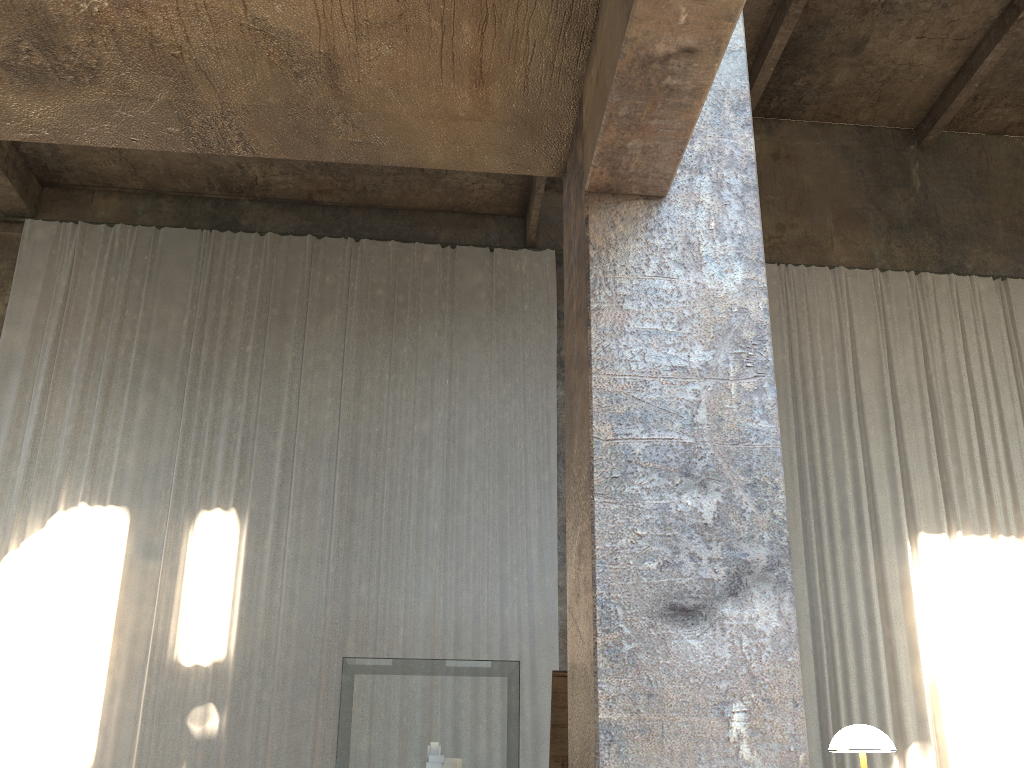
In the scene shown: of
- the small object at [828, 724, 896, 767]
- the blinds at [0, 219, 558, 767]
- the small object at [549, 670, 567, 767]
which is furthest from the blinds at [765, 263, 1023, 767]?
the small object at [828, 724, 896, 767]

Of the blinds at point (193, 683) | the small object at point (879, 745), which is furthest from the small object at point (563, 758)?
the blinds at point (193, 683)

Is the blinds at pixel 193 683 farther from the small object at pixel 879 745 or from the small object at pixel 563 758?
the small object at pixel 879 745

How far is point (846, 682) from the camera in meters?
11.3

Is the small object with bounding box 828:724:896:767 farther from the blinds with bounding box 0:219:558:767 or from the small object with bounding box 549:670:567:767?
the blinds with bounding box 0:219:558:767

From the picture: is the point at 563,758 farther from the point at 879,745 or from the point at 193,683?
the point at 193,683

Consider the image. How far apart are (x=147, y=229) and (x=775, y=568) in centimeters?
1220cm

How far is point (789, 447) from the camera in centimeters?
1259cm

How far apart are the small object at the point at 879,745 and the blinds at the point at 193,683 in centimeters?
793cm

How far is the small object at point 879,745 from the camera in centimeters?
322cm
